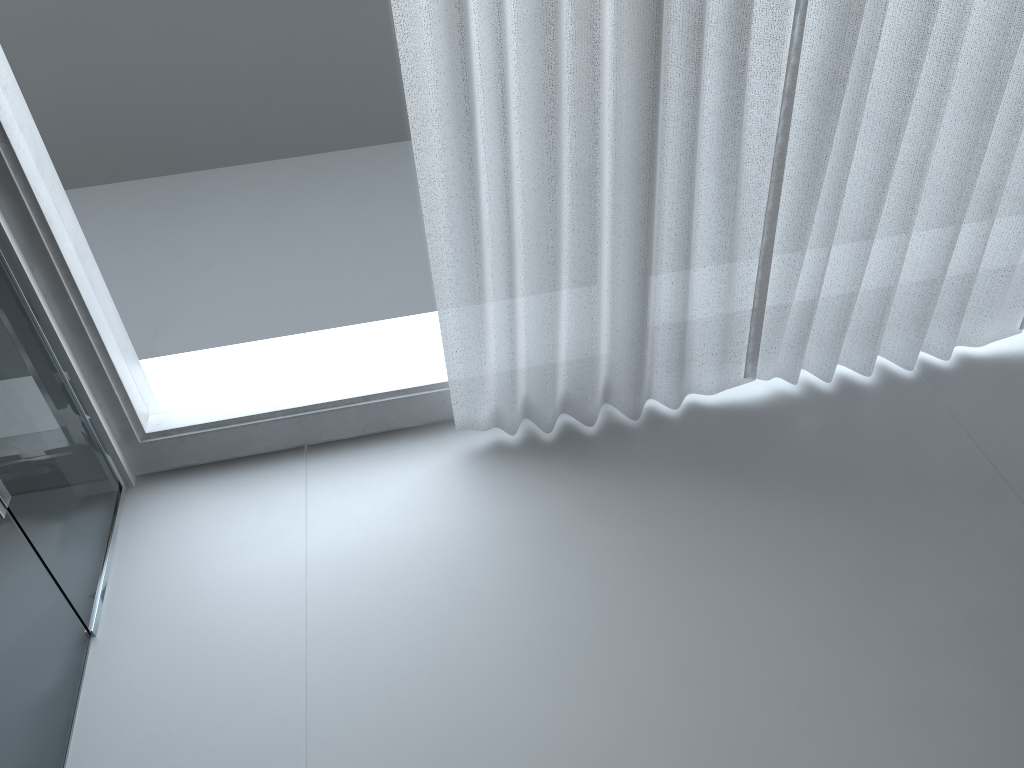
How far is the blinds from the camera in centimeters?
131cm

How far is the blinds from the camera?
1.3 meters

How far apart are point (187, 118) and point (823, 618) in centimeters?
131cm

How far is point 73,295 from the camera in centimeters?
150cm
